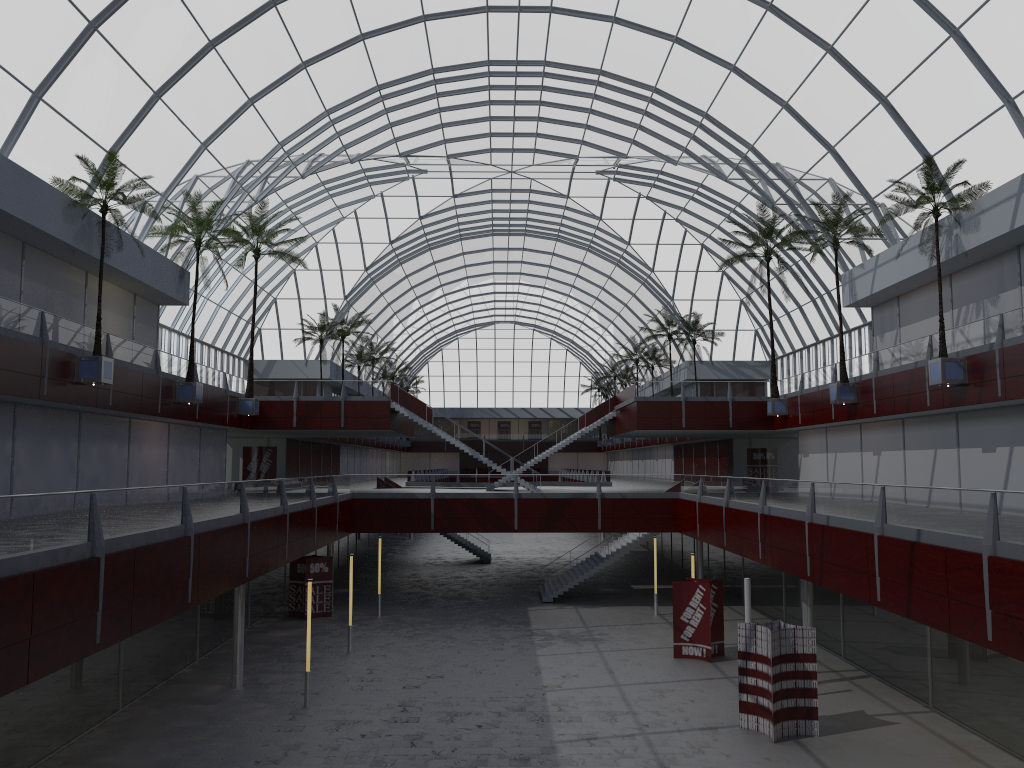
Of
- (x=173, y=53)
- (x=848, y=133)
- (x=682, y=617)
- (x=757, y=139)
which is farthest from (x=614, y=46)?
(x=682, y=617)
